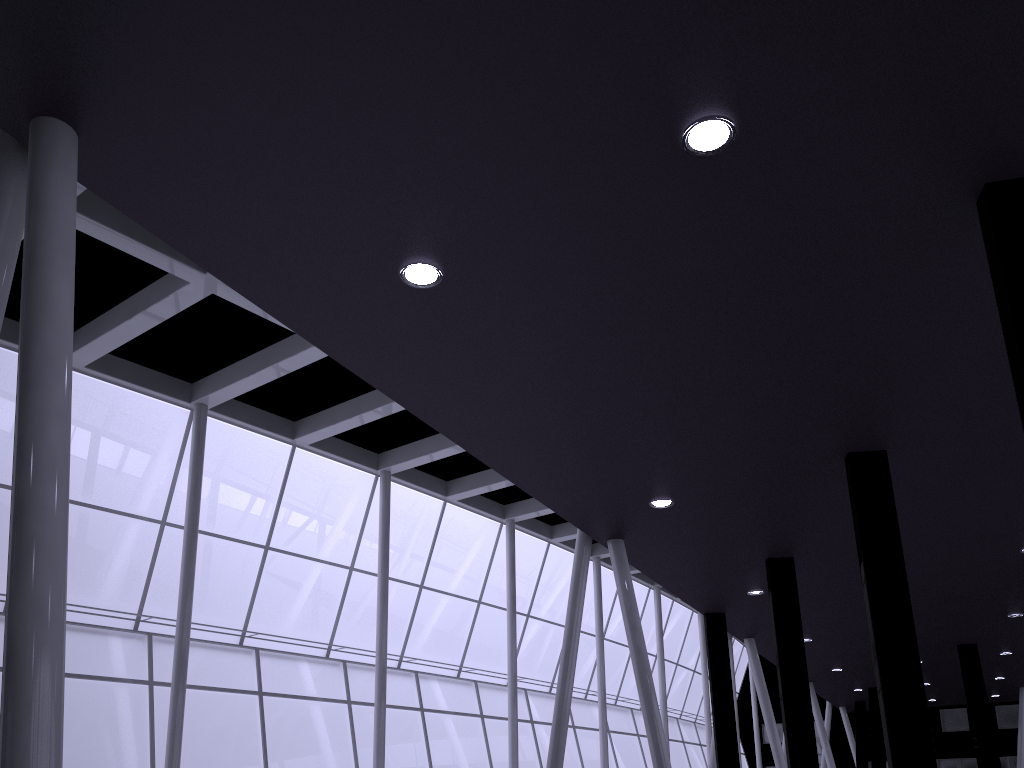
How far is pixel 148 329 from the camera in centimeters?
2368cm

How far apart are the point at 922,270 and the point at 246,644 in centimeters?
2536cm

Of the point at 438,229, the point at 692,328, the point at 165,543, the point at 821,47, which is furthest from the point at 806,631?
the point at 821,47
